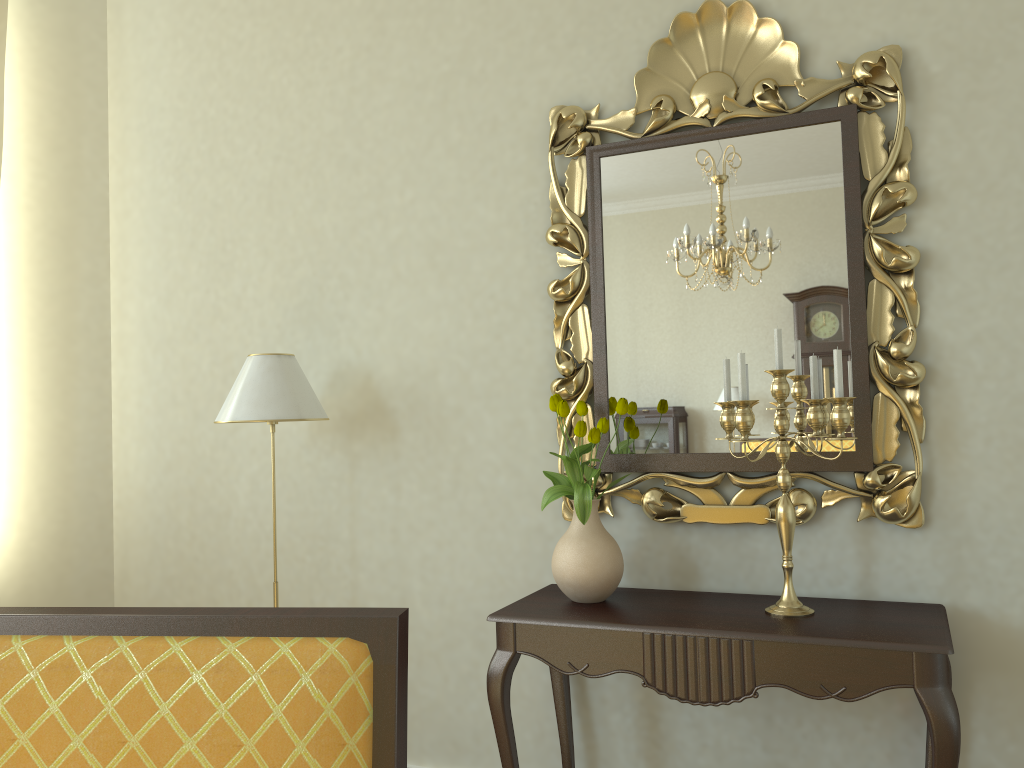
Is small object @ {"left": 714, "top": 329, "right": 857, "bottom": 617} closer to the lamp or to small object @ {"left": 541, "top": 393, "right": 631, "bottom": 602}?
small object @ {"left": 541, "top": 393, "right": 631, "bottom": 602}

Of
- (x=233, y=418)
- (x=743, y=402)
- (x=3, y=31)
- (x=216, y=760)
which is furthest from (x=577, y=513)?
(x=3, y=31)

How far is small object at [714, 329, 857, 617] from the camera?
2.24m

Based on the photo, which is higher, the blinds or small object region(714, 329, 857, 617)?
the blinds

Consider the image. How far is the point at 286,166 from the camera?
3.4 meters

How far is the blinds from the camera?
3.5 meters

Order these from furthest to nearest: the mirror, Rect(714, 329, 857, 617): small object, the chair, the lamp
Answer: the lamp
the mirror
Rect(714, 329, 857, 617): small object
the chair

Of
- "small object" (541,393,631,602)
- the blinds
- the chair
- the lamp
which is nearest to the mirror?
"small object" (541,393,631,602)

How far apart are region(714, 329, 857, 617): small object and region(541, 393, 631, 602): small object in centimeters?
27cm

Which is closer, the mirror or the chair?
the chair
